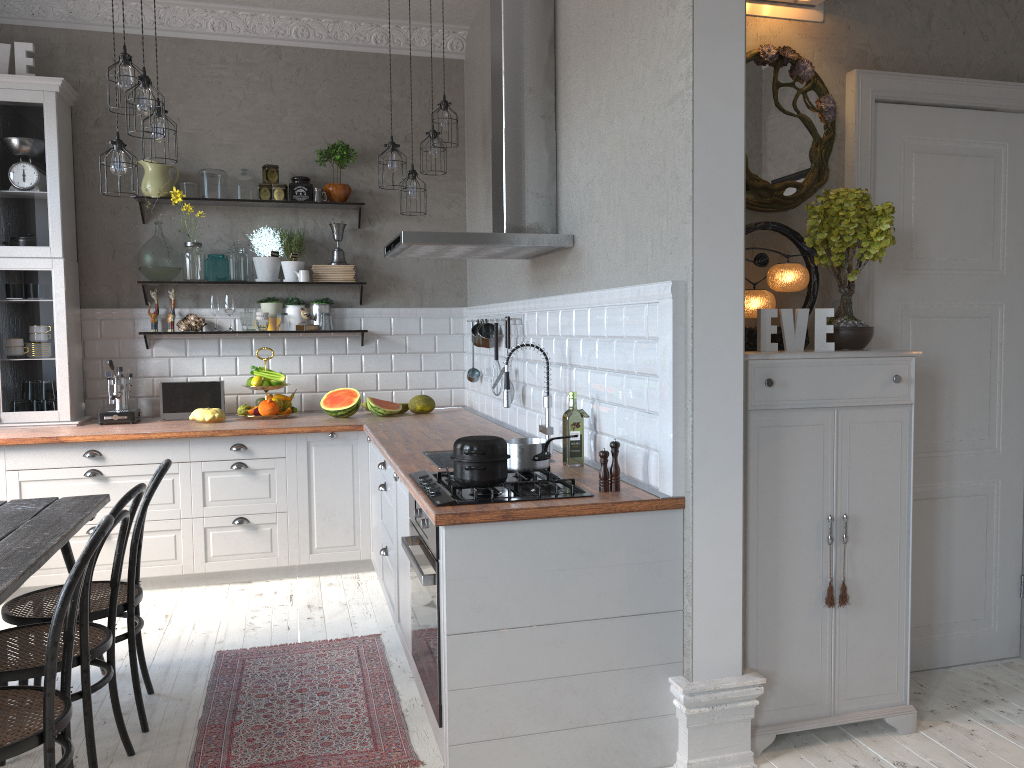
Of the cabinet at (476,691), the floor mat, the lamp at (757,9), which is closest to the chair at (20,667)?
the floor mat

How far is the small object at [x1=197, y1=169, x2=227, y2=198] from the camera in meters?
5.3 m

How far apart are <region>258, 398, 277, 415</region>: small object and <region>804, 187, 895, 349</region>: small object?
3.3m

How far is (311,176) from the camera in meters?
5.7

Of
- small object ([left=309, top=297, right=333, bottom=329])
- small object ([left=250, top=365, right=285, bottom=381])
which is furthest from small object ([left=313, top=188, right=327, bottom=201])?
small object ([left=250, top=365, right=285, bottom=381])

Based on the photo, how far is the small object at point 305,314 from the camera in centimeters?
552cm

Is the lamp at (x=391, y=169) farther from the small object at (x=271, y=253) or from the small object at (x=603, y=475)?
the small object at (x=603, y=475)

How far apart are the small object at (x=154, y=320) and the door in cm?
408

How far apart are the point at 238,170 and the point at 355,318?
1.17m

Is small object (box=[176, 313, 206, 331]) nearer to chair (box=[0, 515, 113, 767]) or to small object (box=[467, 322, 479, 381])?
small object (box=[467, 322, 479, 381])
